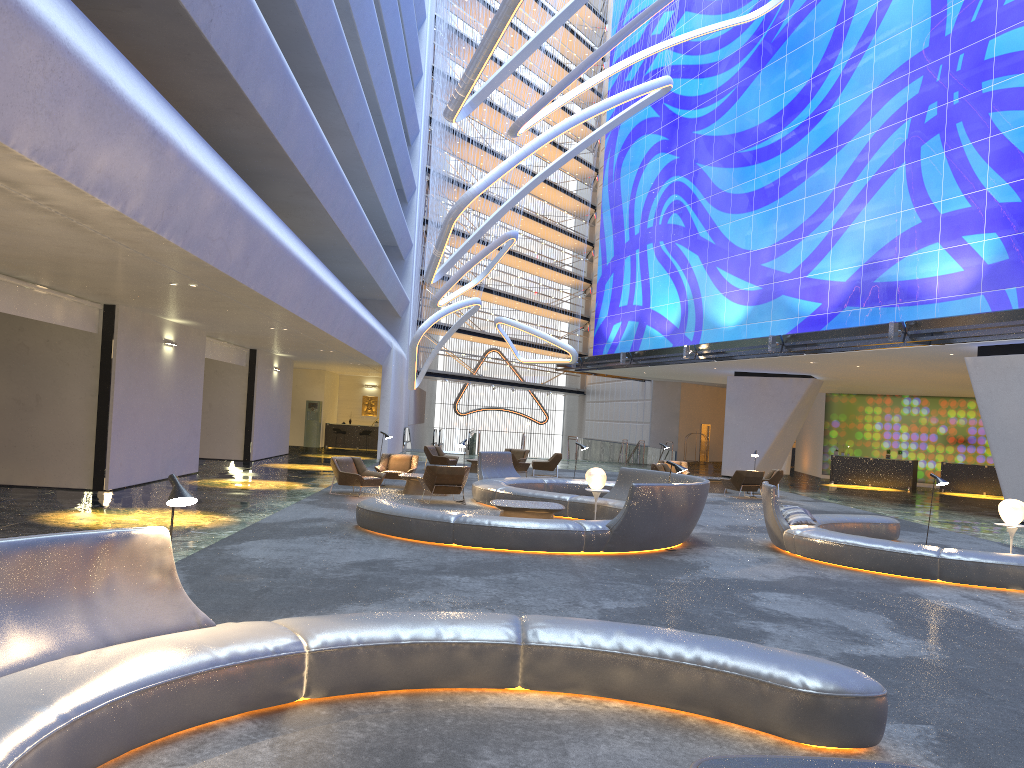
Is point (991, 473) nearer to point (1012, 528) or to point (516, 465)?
point (516, 465)

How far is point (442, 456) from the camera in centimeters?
2725cm

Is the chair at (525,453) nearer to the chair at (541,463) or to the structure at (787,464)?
the chair at (541,463)

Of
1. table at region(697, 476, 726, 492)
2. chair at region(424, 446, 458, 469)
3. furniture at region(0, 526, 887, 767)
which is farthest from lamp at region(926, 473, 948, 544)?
chair at region(424, 446, 458, 469)

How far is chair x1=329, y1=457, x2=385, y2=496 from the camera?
17.8 meters

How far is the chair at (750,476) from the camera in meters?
23.2

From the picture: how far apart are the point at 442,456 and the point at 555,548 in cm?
1589

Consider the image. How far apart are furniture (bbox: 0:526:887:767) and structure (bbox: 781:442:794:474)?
35.4 meters

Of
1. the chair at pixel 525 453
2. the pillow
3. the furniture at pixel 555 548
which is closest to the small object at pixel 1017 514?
the pillow

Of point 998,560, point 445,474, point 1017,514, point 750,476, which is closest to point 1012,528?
point 1017,514
